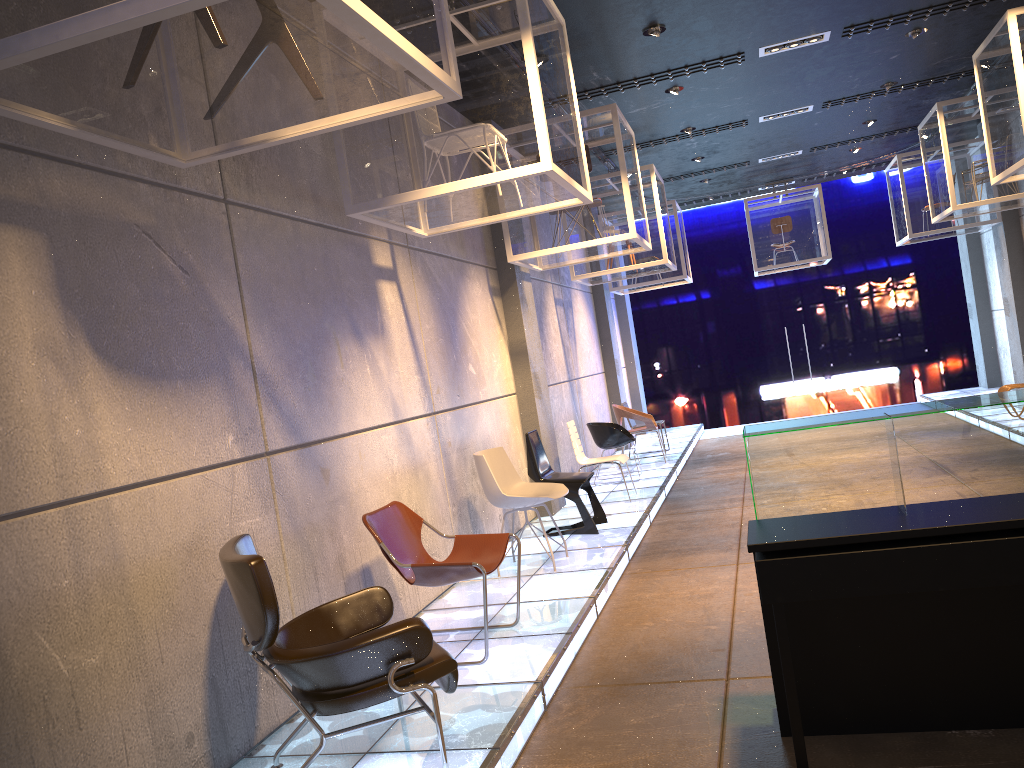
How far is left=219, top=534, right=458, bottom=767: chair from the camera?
3.1 meters

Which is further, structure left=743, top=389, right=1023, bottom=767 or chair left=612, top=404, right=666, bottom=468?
chair left=612, top=404, right=666, bottom=468

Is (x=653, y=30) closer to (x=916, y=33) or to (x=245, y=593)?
(x=916, y=33)

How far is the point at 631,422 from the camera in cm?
1242

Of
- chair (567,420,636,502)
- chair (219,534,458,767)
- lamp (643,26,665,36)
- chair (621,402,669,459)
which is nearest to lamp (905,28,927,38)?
lamp (643,26,665,36)

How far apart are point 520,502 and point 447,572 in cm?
184

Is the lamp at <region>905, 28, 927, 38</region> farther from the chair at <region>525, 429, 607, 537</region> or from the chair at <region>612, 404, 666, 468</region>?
the chair at <region>612, 404, 666, 468</region>

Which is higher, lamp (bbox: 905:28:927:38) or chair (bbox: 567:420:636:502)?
lamp (bbox: 905:28:927:38)

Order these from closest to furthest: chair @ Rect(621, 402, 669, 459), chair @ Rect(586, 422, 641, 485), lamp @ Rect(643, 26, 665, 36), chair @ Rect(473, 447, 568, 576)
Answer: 1. chair @ Rect(473, 447, 568, 576)
2. lamp @ Rect(643, 26, 665, 36)
3. chair @ Rect(586, 422, 641, 485)
4. chair @ Rect(621, 402, 669, 459)

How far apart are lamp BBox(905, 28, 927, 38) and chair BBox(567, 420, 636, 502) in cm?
471
